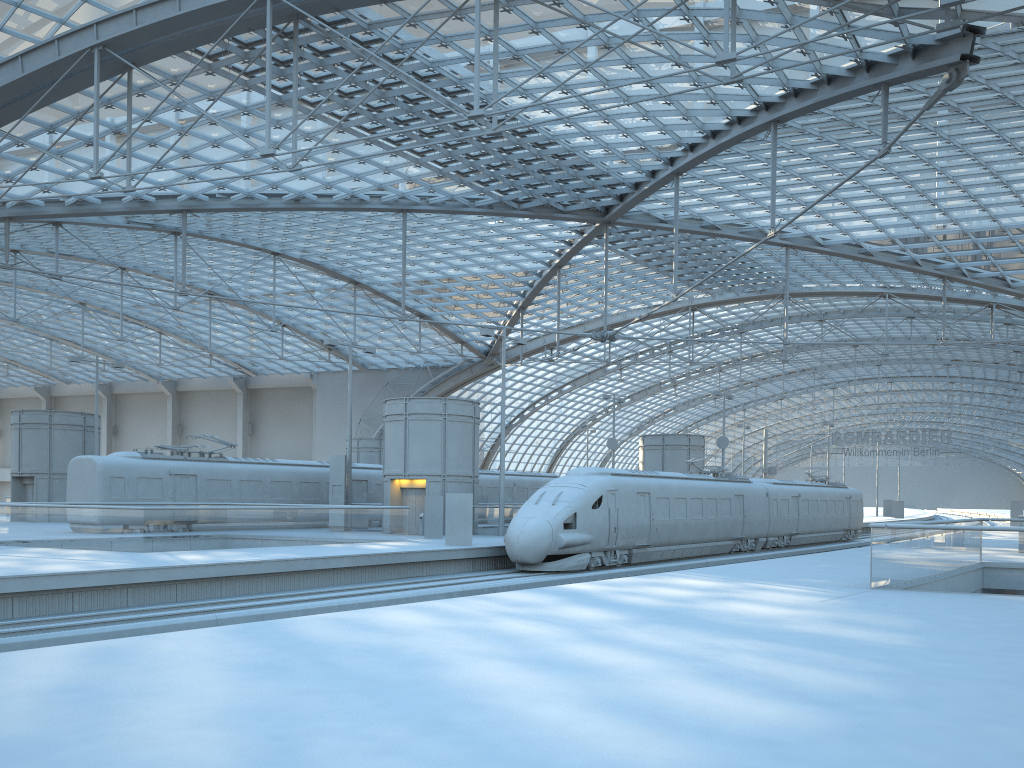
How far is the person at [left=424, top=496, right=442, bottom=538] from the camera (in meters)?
31.86

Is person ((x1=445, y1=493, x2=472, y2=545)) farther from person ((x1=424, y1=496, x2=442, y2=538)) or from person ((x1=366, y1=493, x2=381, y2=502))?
person ((x1=366, y1=493, x2=381, y2=502))

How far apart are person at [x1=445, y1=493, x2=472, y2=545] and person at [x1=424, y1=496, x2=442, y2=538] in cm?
429

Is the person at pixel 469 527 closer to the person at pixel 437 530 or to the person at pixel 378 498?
the person at pixel 437 530

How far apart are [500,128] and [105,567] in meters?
15.4 m

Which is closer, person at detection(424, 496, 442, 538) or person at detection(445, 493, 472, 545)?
person at detection(445, 493, 472, 545)

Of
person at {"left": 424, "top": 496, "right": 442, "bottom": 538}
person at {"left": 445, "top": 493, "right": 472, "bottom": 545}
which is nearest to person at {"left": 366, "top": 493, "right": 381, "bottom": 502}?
person at {"left": 424, "top": 496, "right": 442, "bottom": 538}

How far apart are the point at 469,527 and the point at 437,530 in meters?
4.6

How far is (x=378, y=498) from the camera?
40.64m

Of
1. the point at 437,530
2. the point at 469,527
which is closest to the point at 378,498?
the point at 437,530
